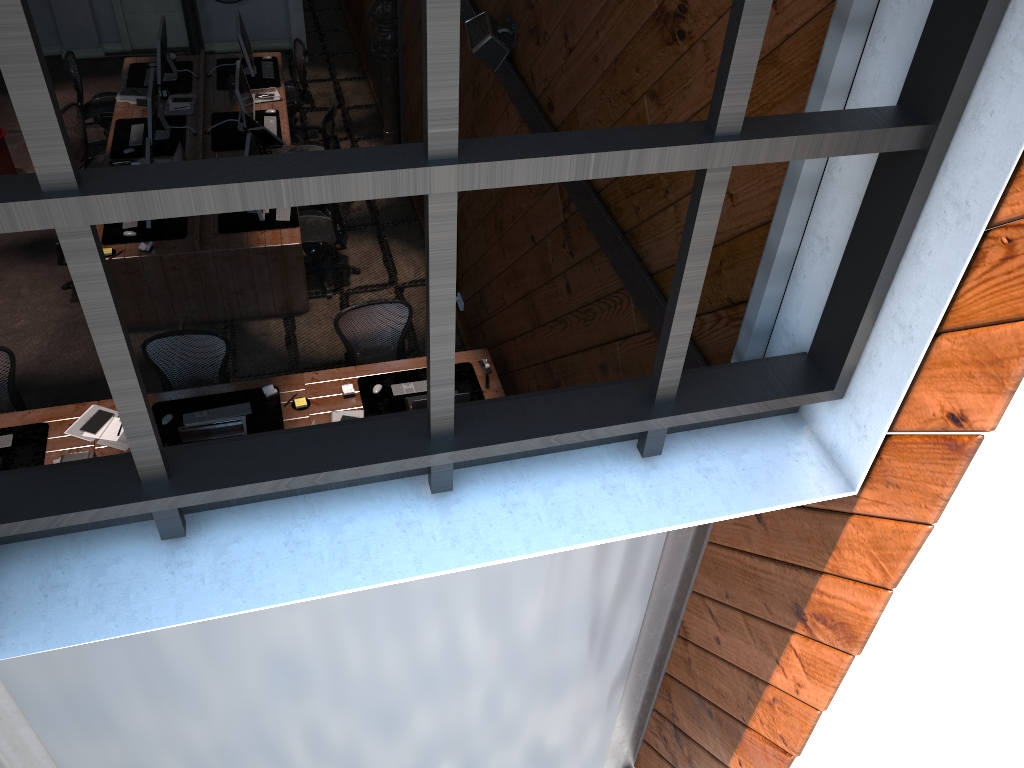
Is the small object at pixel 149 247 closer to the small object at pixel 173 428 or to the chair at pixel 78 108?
the small object at pixel 173 428

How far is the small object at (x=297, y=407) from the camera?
6.1m

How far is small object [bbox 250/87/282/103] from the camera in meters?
9.5 m

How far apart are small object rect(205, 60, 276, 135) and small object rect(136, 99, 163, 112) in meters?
1.2

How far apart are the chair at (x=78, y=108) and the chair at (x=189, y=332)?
3.7 meters

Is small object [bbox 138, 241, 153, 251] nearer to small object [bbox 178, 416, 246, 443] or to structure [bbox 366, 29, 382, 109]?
small object [bbox 178, 416, 246, 443]

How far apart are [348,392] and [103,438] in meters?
1.6

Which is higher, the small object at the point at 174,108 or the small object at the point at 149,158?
the small object at the point at 149,158

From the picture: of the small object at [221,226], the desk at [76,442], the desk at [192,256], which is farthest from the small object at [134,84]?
the desk at [76,442]

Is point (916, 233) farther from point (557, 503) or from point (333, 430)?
point (333, 430)
